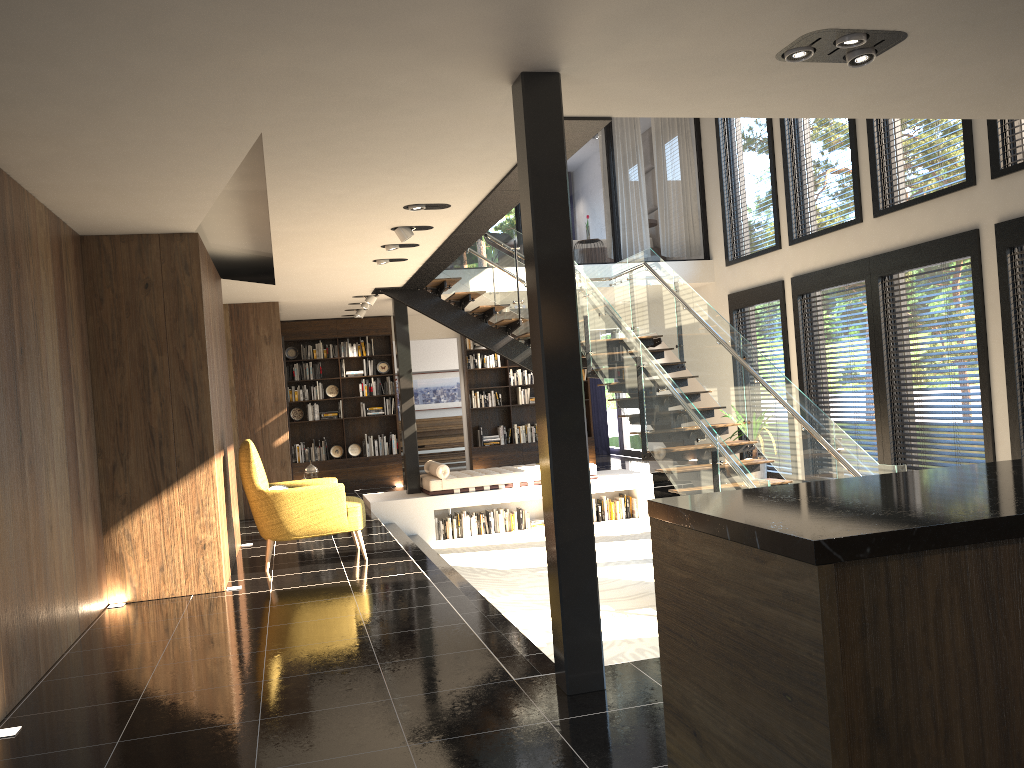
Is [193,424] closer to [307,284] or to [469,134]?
[469,134]

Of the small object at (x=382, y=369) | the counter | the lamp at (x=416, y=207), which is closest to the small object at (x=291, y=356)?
the small object at (x=382, y=369)

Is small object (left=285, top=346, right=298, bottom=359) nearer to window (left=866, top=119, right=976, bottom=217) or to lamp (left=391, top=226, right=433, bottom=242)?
lamp (left=391, top=226, right=433, bottom=242)

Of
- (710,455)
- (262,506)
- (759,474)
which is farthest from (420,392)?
(710,455)

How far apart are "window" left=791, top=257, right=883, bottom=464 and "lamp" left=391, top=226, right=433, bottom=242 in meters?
5.1 m

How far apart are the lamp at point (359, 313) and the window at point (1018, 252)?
8.18m

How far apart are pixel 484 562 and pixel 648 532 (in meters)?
2.34

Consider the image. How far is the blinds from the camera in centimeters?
1746cm

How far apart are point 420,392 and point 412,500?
6.9m

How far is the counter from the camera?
1.5 meters
